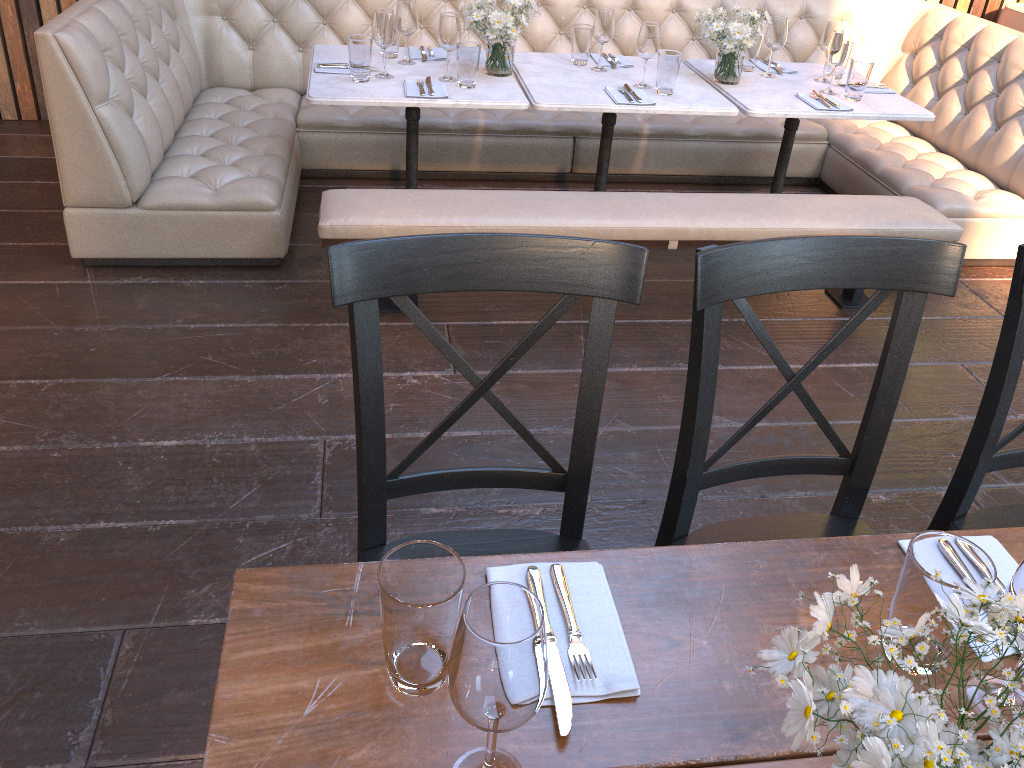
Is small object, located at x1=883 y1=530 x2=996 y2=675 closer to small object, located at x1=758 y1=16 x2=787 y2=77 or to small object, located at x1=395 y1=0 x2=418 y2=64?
small object, located at x1=395 y1=0 x2=418 y2=64

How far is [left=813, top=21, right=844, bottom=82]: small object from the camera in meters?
3.6 m

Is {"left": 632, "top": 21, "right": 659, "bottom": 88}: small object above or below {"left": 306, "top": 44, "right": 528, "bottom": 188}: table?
above

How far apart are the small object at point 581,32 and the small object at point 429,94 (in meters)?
0.71

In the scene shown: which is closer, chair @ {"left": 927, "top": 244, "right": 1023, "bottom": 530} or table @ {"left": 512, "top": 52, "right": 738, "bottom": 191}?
chair @ {"left": 927, "top": 244, "right": 1023, "bottom": 530}

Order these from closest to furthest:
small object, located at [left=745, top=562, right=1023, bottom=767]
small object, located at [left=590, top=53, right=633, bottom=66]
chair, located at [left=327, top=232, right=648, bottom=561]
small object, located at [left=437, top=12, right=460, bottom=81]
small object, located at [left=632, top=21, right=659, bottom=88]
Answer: small object, located at [left=745, top=562, right=1023, bottom=767] → chair, located at [left=327, top=232, right=648, bottom=561] → small object, located at [left=437, top=12, right=460, bottom=81] → small object, located at [left=632, top=21, right=659, bottom=88] → small object, located at [left=590, top=53, right=633, bottom=66]

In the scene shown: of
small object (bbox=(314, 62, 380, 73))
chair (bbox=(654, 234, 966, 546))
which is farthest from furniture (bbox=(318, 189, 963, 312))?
chair (bbox=(654, 234, 966, 546))

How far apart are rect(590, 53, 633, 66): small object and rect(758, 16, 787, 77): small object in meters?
0.6 m

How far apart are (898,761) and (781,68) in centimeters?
367cm

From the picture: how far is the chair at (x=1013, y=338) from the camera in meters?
1.5 m
